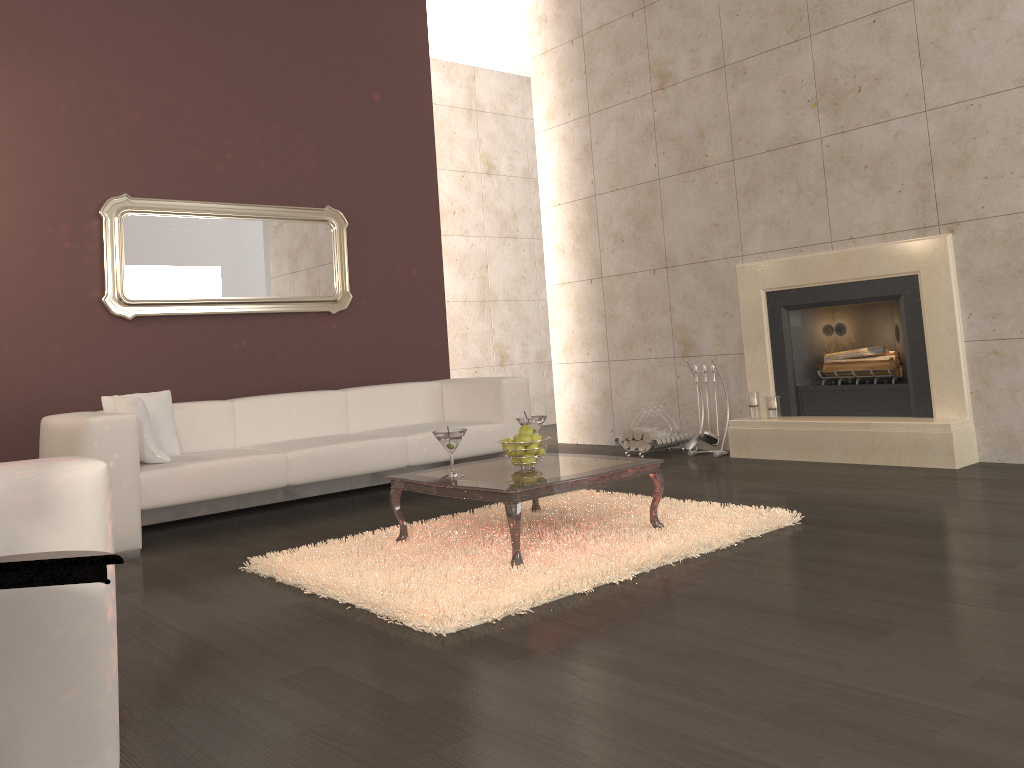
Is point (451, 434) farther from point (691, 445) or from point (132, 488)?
point (691, 445)

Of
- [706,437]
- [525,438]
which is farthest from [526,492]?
[706,437]

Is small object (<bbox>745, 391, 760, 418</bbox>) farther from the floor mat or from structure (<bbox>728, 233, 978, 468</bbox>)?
the floor mat

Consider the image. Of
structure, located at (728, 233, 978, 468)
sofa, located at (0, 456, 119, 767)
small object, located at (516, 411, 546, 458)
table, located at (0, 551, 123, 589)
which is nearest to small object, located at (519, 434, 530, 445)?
small object, located at (516, 411, 546, 458)

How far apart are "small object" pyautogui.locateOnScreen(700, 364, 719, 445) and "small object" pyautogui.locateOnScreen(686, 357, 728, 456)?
0.13m

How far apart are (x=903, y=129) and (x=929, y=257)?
0.8 meters

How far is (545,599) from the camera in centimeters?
295cm

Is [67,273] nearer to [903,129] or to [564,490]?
→ [564,490]

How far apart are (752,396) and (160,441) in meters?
3.8

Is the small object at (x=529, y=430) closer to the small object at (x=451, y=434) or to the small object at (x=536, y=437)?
the small object at (x=536, y=437)
